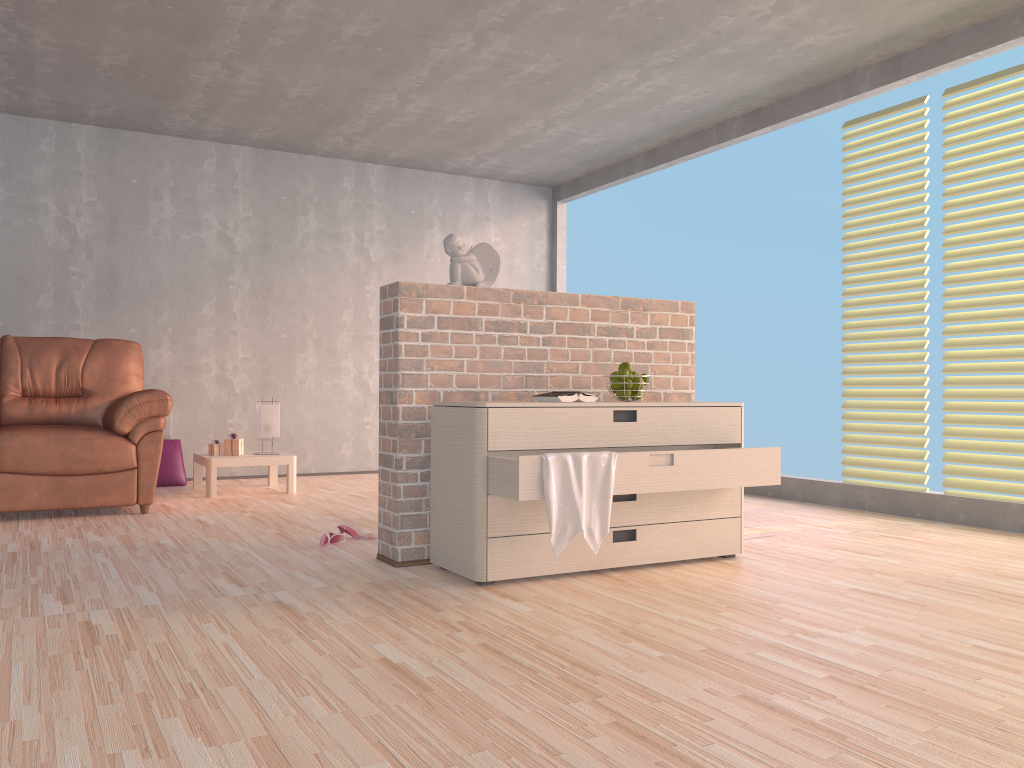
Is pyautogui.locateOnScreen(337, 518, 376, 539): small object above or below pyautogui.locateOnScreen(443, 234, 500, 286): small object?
below

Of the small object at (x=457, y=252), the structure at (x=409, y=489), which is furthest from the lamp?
the small object at (x=457, y=252)

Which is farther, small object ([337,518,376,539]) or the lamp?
the lamp

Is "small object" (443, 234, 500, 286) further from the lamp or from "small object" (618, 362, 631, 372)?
the lamp

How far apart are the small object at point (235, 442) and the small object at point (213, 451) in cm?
Answer: 6

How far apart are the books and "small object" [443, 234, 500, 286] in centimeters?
54cm

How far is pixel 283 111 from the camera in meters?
5.8

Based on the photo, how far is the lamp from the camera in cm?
570

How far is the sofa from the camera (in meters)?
4.38

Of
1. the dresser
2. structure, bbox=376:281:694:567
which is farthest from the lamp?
the dresser
